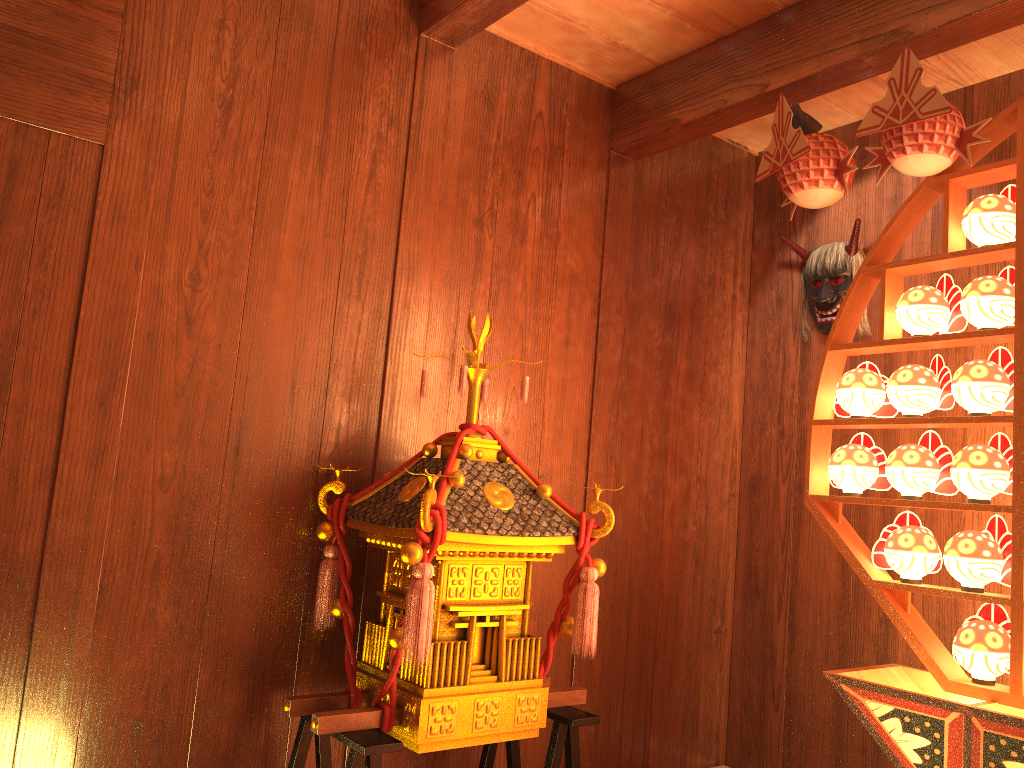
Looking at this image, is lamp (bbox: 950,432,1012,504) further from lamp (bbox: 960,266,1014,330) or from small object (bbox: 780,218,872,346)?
small object (bbox: 780,218,872,346)

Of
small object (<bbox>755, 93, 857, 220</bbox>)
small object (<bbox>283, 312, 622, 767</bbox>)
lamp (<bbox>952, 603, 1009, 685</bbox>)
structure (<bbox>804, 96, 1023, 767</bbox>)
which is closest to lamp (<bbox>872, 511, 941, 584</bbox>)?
structure (<bbox>804, 96, 1023, 767</bbox>)

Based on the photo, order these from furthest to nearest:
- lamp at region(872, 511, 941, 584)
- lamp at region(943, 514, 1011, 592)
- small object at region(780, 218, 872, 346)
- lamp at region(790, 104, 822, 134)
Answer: small object at region(780, 218, 872, 346), lamp at region(790, 104, 822, 134), lamp at region(872, 511, 941, 584), lamp at region(943, 514, 1011, 592)

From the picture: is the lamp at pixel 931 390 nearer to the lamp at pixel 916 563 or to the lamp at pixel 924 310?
the lamp at pixel 924 310

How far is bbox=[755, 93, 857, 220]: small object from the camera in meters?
2.3 m

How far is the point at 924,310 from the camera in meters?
2.3 m

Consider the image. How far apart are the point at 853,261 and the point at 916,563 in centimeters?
132cm

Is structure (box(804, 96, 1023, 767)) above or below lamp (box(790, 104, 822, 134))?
below

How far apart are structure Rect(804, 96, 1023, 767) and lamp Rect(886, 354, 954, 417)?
0.04m

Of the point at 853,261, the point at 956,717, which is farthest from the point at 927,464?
the point at 853,261
